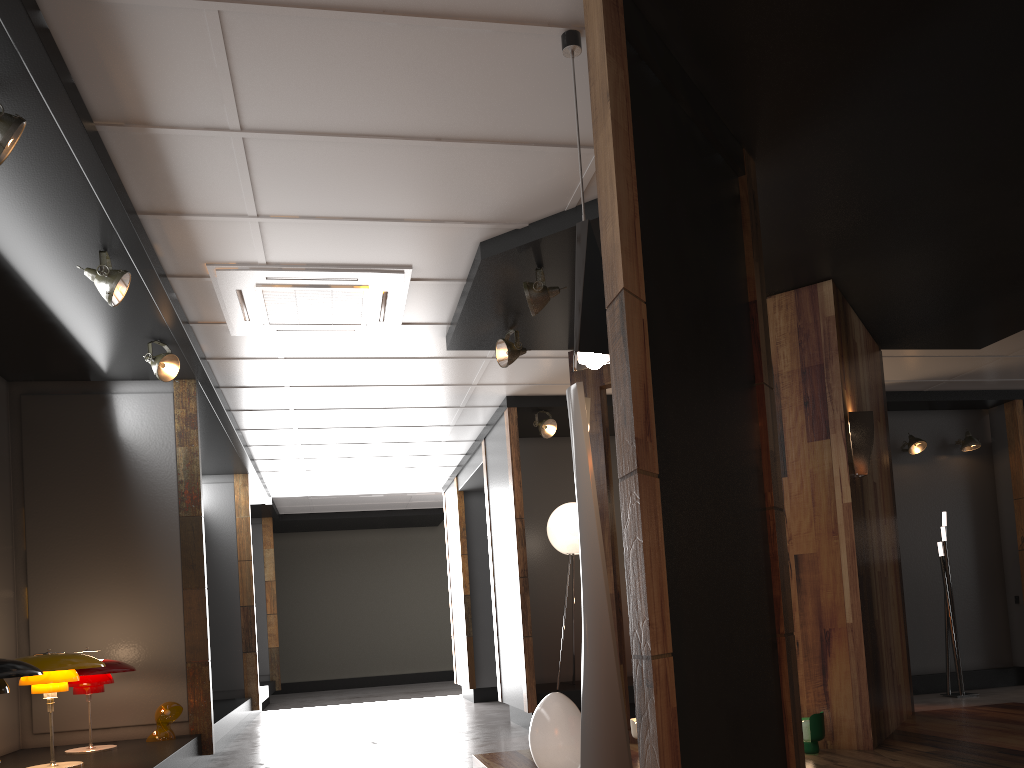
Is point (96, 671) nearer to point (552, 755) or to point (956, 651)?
point (552, 755)

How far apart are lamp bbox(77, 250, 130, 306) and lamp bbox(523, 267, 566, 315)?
2.1m

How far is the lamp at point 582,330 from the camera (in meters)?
2.96

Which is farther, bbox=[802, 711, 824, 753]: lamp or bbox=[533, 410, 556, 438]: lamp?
bbox=[533, 410, 556, 438]: lamp

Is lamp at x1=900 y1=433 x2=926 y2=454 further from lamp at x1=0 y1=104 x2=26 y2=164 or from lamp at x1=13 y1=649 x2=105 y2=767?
lamp at x1=0 y1=104 x2=26 y2=164

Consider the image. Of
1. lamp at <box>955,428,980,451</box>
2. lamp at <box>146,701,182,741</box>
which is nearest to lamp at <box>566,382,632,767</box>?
lamp at <box>146,701,182,741</box>

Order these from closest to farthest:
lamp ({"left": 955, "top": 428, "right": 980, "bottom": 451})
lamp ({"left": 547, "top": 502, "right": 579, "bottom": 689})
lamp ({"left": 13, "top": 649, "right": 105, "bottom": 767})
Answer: lamp ({"left": 13, "top": 649, "right": 105, "bottom": 767})
lamp ({"left": 547, "top": 502, "right": 579, "bottom": 689})
lamp ({"left": 955, "top": 428, "right": 980, "bottom": 451})

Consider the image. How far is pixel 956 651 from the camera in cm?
801

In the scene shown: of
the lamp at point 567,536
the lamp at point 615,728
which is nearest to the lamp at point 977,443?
the lamp at point 567,536

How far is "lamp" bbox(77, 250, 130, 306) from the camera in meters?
4.3 m
